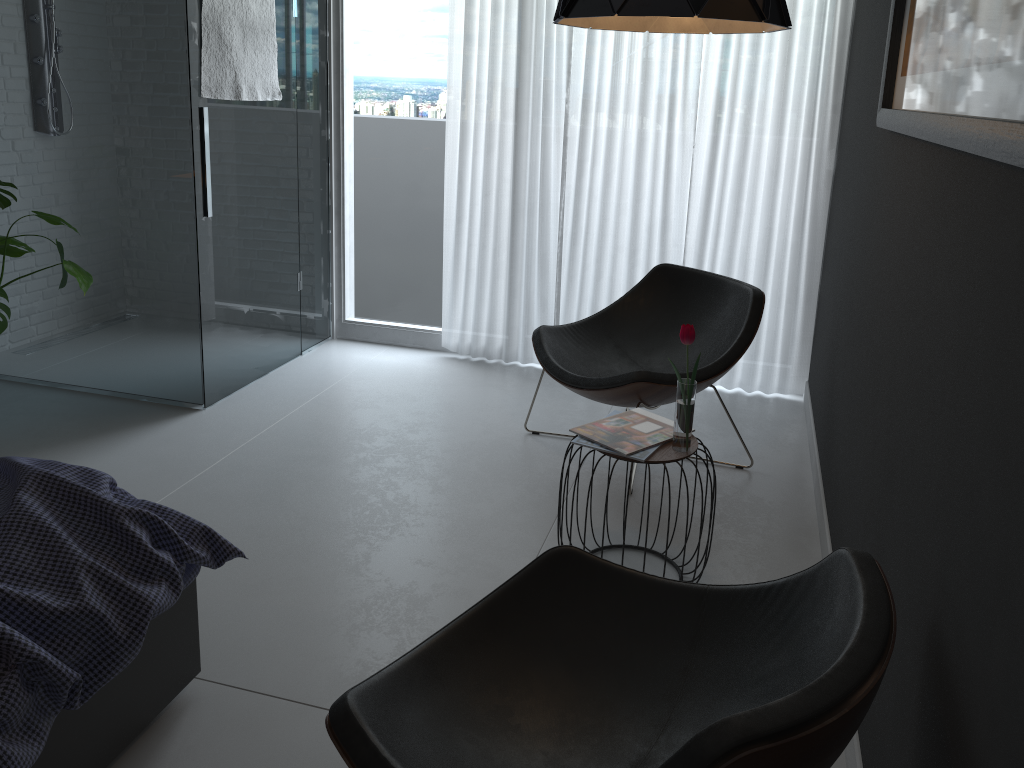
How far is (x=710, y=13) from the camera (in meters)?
1.94

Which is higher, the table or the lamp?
Answer: the lamp

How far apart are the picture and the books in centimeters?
99cm

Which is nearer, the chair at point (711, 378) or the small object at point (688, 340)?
the small object at point (688, 340)

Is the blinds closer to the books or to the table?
the books

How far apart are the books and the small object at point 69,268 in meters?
2.0 m

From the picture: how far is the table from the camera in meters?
2.4

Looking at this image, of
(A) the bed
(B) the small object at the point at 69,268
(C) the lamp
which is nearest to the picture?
(C) the lamp

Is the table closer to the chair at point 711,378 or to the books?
the books

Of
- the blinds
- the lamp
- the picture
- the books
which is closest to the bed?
the books
